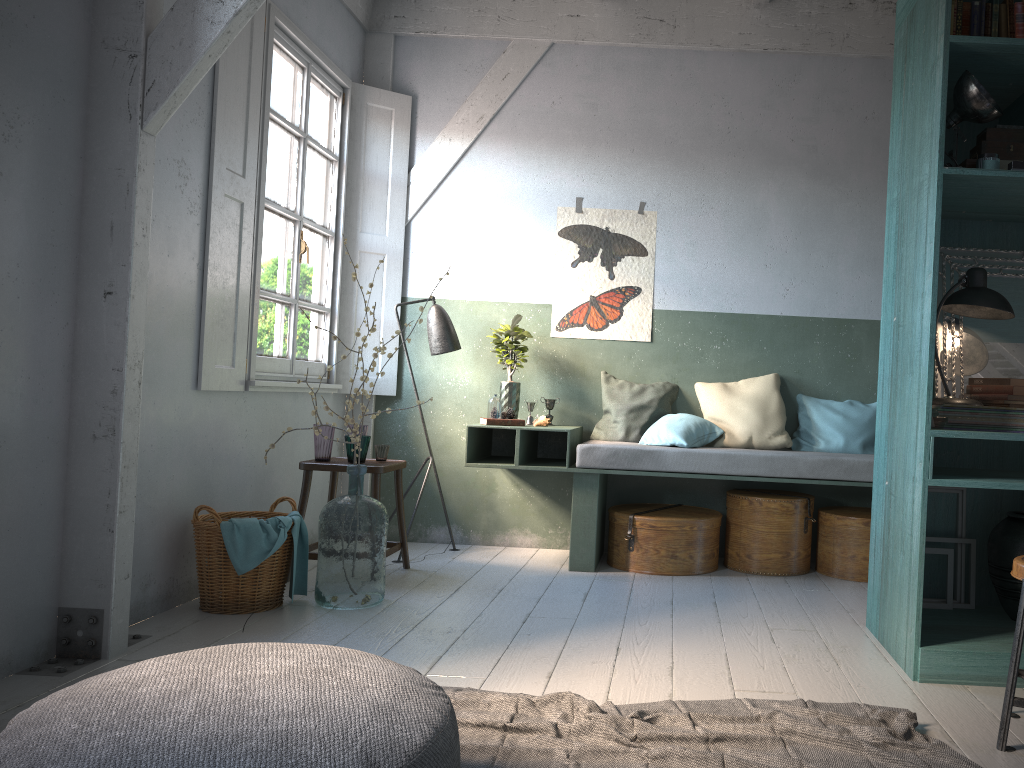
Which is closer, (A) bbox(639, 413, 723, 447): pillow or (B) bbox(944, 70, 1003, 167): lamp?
(B) bbox(944, 70, 1003, 167): lamp

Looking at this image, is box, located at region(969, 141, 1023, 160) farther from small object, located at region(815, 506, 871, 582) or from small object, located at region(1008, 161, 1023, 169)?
small object, located at region(815, 506, 871, 582)

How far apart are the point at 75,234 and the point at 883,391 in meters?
3.8 m

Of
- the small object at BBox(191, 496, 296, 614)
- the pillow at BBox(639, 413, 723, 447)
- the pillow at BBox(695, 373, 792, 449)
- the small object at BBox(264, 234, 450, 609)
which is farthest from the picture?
the small object at BBox(191, 496, 296, 614)

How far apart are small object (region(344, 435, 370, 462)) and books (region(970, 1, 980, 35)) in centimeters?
378cm

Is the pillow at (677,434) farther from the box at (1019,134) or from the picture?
the box at (1019,134)

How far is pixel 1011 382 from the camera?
3.88m

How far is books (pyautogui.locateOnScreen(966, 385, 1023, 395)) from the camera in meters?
3.9 m

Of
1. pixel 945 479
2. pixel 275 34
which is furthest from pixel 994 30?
pixel 275 34

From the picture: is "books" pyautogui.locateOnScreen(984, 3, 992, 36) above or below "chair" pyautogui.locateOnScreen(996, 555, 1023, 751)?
above
